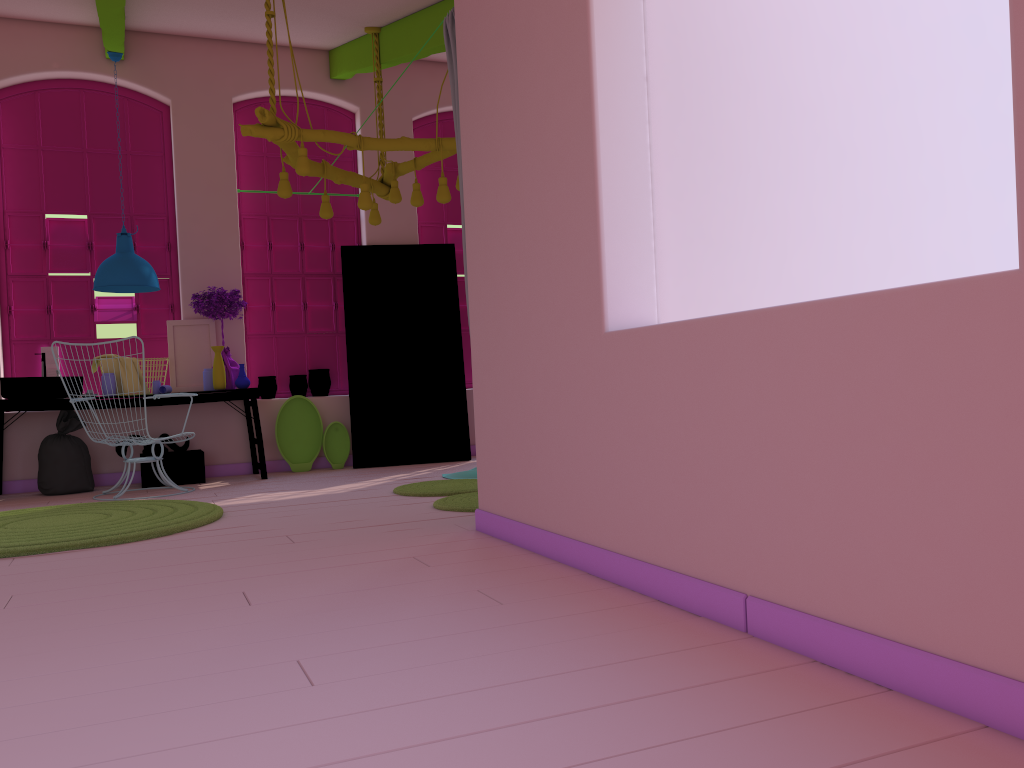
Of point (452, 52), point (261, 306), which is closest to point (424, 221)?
point (261, 306)

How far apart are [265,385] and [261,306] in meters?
0.8

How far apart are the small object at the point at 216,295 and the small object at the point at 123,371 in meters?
0.7

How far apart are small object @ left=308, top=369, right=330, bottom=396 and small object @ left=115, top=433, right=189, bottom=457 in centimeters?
132cm

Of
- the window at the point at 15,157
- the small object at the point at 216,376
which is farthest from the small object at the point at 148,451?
the window at the point at 15,157

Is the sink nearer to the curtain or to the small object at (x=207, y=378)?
the small object at (x=207, y=378)

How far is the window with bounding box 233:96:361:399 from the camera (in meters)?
8.70

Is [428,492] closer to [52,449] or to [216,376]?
[216,376]

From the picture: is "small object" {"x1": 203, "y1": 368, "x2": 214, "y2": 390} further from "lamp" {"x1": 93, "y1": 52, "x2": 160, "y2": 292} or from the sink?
the sink

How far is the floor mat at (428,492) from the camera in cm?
611
